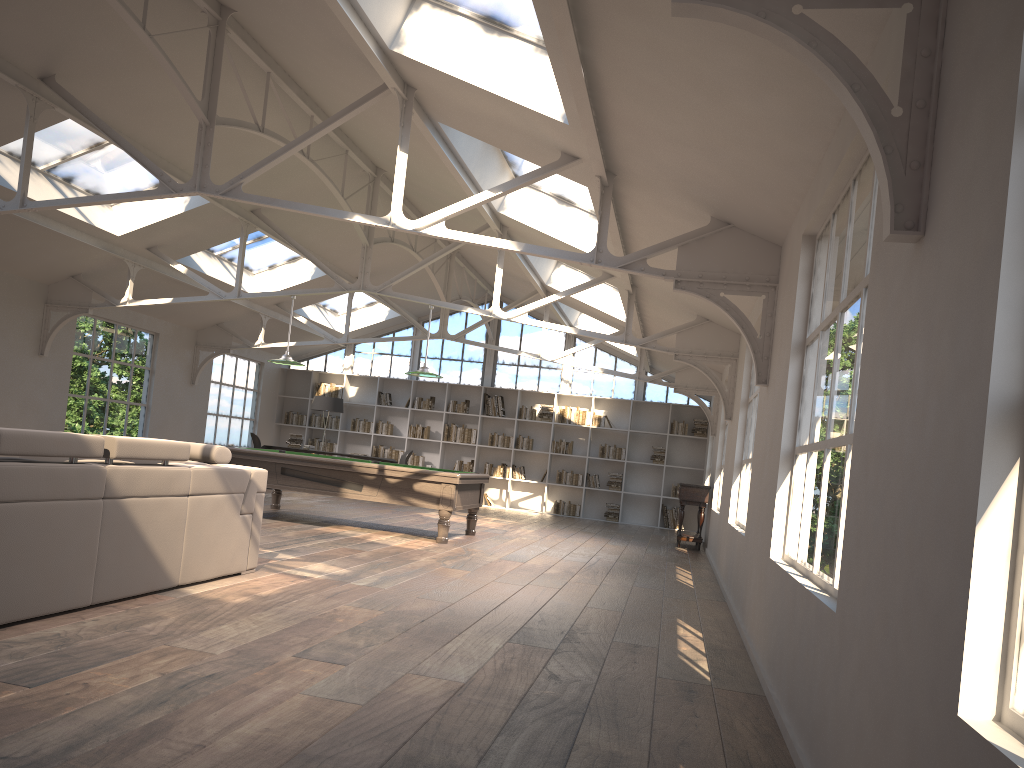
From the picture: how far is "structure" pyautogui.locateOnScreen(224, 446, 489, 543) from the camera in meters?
9.3 m

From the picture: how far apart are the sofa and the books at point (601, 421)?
11.4 meters

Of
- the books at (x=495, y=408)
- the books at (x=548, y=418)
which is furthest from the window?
the books at (x=548, y=418)

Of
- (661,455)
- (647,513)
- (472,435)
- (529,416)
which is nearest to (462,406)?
(472,435)

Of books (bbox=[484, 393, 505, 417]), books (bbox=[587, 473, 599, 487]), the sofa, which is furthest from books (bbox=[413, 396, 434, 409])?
the sofa

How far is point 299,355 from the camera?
18.45m

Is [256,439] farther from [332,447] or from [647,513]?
[647,513]

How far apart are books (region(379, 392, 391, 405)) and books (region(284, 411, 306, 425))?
1.7m

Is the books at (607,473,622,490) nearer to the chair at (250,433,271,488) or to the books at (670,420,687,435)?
the books at (670,420,687,435)

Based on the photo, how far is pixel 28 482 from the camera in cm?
374
